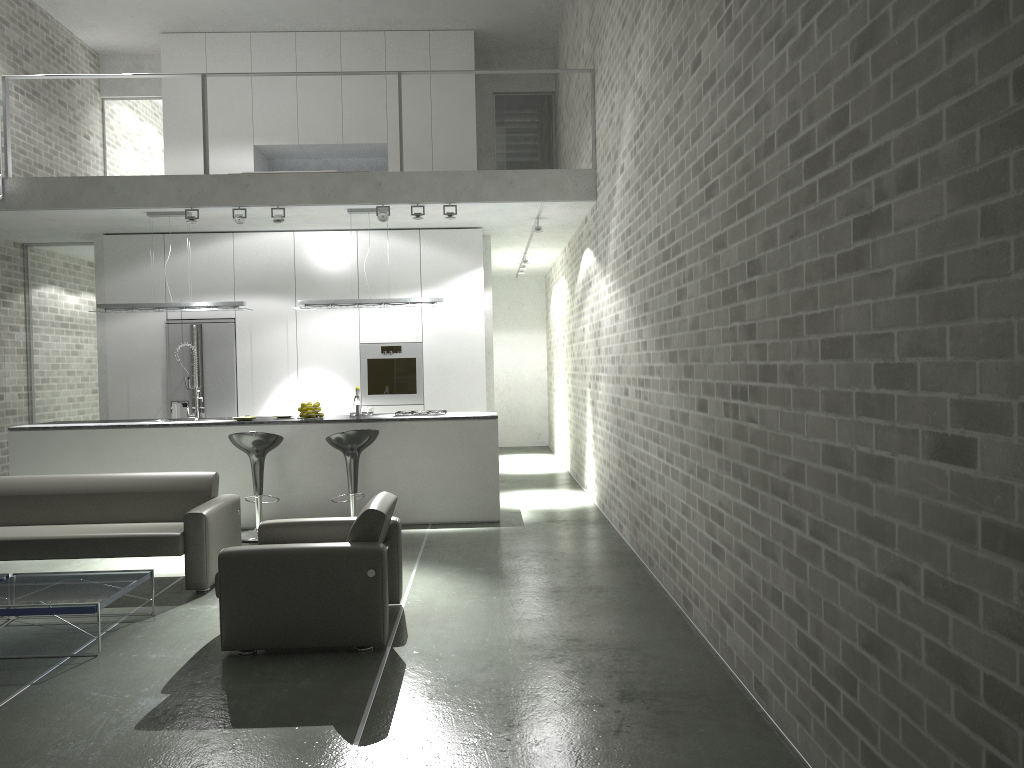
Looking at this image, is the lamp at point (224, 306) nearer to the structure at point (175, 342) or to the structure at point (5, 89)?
the structure at point (175, 342)

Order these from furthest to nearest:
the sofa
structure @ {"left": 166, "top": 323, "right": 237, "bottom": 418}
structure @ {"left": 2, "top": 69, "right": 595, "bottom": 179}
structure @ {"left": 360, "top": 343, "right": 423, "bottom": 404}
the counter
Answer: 1. structure @ {"left": 360, "top": 343, "right": 423, "bottom": 404}
2. structure @ {"left": 166, "top": 323, "right": 237, "bottom": 418}
3. structure @ {"left": 2, "top": 69, "right": 595, "bottom": 179}
4. the counter
5. the sofa

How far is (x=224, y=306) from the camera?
8.6m

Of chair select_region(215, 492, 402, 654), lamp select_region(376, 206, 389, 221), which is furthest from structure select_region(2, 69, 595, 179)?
chair select_region(215, 492, 402, 654)

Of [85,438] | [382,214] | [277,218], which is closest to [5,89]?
[277,218]

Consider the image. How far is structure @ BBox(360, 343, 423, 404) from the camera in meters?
9.9

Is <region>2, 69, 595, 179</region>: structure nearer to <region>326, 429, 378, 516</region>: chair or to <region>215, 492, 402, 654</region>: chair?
<region>326, 429, 378, 516</region>: chair

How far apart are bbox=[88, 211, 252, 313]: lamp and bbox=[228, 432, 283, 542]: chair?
1.7 meters

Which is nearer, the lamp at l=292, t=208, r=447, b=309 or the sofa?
the sofa

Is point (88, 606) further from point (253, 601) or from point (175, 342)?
point (175, 342)
